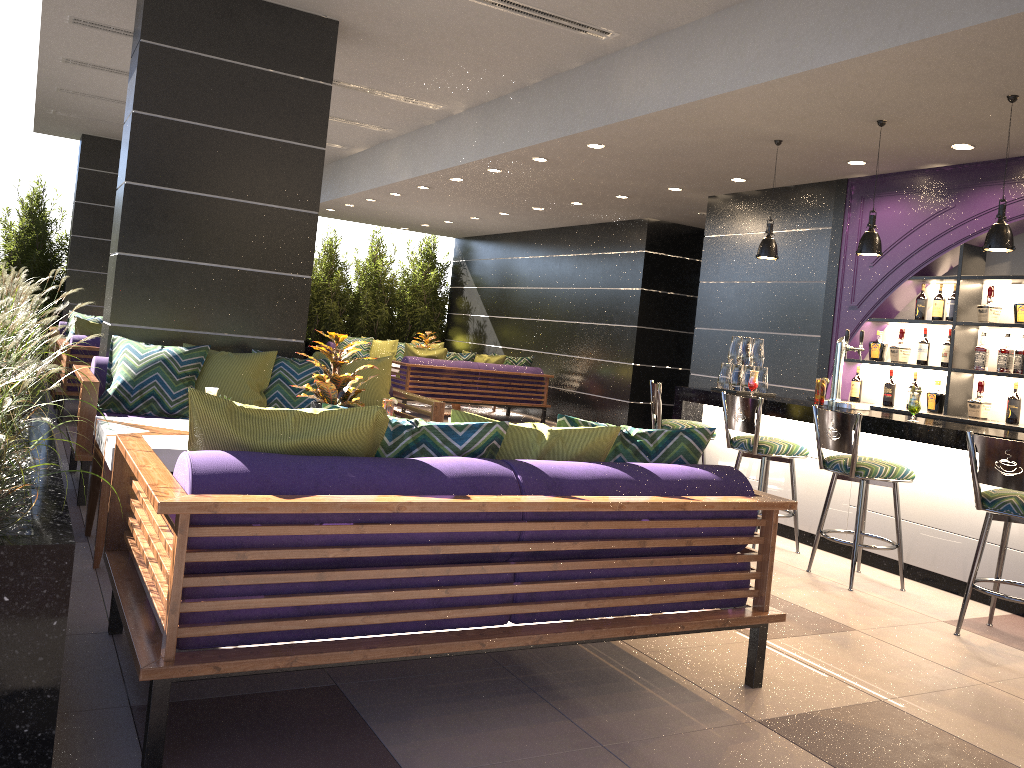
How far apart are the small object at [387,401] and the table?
1.0m

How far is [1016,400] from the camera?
6.1m

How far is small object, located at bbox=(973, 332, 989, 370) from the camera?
6.4 meters

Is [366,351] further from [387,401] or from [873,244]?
[873,244]

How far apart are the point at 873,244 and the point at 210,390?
4.0m

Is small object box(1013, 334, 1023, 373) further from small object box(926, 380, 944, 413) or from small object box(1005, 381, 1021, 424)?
small object box(926, 380, 944, 413)

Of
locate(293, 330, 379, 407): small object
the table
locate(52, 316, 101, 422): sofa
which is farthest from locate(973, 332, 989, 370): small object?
locate(52, 316, 101, 422): sofa

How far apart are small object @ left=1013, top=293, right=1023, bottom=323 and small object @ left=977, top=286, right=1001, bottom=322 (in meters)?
0.16

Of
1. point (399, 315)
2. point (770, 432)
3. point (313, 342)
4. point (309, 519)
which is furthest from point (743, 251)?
point (313, 342)

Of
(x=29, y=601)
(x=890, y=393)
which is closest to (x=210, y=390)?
(x=29, y=601)
